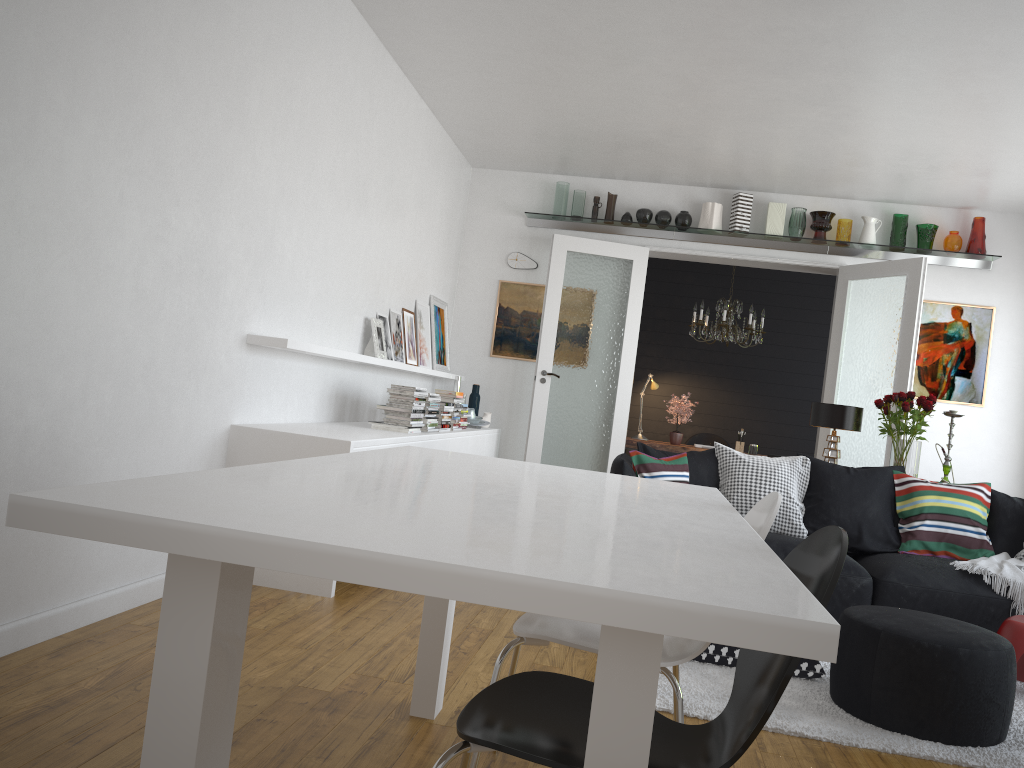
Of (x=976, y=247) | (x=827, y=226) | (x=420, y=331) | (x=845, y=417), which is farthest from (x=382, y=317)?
(x=976, y=247)

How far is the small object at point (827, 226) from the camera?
7.5 meters

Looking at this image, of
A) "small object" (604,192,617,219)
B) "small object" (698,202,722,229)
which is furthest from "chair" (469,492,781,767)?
"small object" (604,192,617,219)

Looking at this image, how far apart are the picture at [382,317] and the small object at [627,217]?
2.69m

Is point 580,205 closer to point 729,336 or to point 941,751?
point 729,336

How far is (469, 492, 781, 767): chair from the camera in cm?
206

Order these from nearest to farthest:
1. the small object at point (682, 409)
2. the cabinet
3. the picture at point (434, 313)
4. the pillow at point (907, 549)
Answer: the cabinet → the pillow at point (907, 549) → the picture at point (434, 313) → the small object at point (682, 409)

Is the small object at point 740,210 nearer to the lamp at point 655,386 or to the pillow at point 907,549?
the lamp at point 655,386

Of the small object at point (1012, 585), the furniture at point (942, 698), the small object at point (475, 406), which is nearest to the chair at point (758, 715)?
the furniture at point (942, 698)

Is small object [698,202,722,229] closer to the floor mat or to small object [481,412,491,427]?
small object [481,412,491,427]
